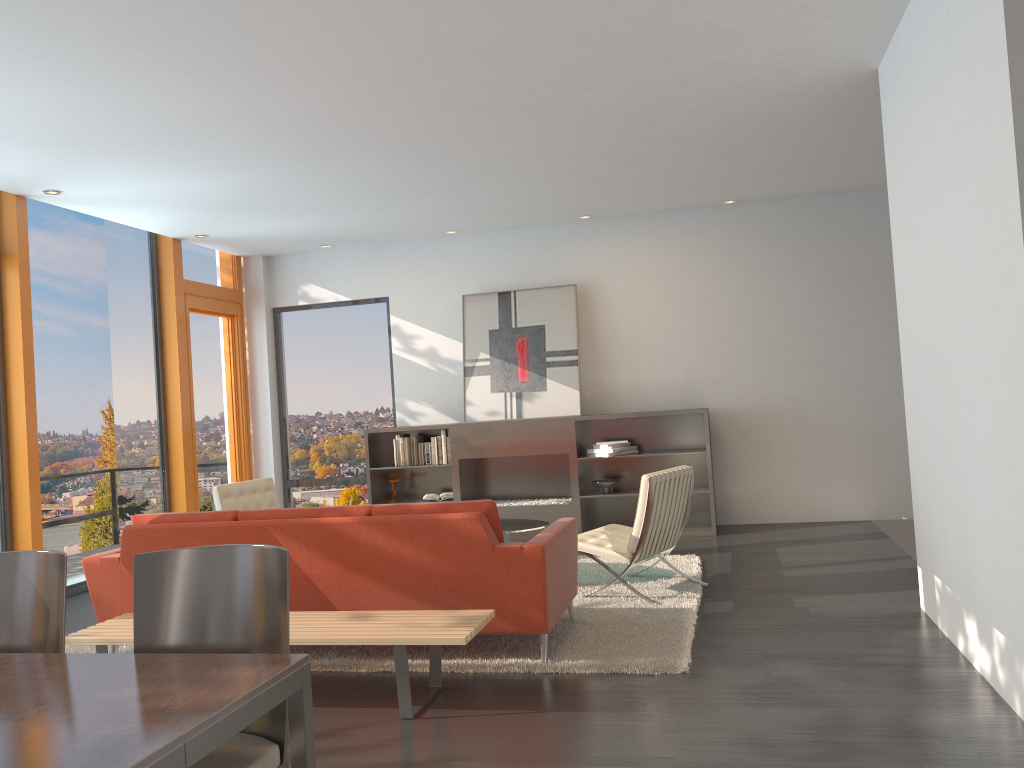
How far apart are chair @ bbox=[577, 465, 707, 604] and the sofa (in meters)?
0.57

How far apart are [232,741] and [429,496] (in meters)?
6.49

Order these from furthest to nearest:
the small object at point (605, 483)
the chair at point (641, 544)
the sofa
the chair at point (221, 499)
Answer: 1. the small object at point (605, 483)
2. the chair at point (221, 499)
3. the chair at point (641, 544)
4. the sofa

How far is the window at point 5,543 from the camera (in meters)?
6.61

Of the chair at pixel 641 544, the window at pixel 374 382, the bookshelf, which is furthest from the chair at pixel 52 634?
the window at pixel 374 382

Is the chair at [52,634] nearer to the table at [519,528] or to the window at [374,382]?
the table at [519,528]

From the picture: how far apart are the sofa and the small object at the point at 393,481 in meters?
4.2

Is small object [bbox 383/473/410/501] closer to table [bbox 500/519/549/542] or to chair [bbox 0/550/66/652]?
table [bbox 500/519/549/542]

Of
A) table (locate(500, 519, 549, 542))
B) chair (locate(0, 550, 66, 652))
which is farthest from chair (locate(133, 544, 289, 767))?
table (locate(500, 519, 549, 542))

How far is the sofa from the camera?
4.3 meters
